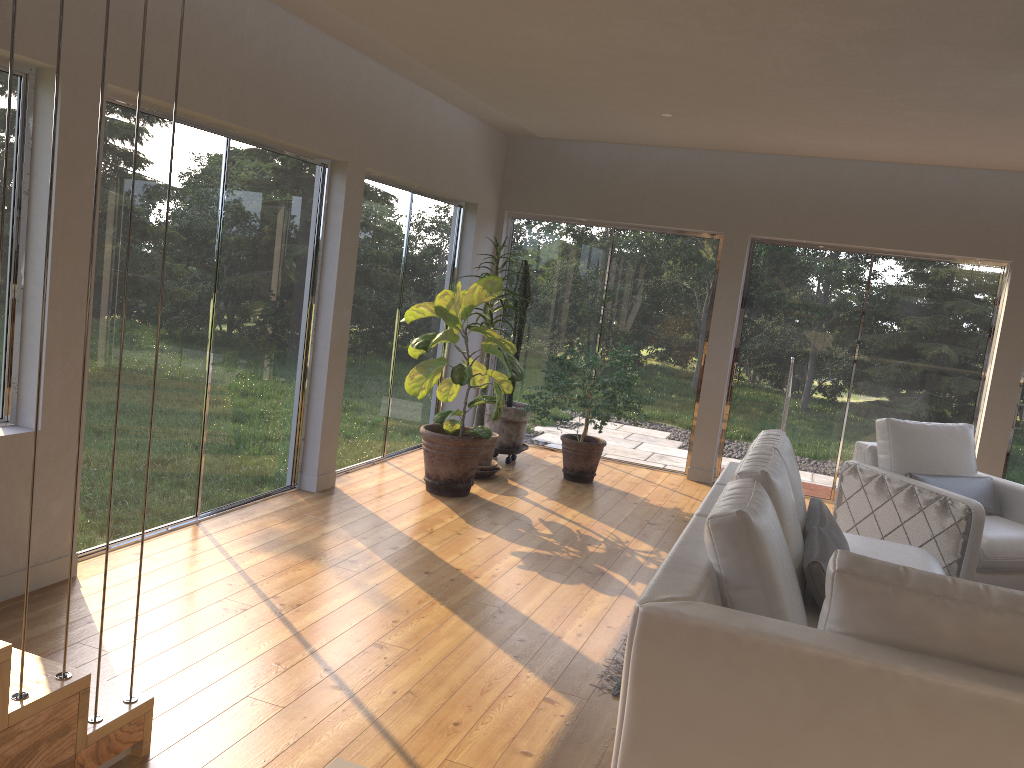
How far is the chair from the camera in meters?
4.9

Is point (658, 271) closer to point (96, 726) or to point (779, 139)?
point (779, 139)

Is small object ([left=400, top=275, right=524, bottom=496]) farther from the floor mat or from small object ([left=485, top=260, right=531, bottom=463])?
the floor mat

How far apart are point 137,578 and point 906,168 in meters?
A: 6.2

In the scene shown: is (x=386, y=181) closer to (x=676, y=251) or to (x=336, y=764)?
(x=676, y=251)

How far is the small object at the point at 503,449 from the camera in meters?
7.3

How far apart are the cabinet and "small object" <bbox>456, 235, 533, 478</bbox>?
5.54m

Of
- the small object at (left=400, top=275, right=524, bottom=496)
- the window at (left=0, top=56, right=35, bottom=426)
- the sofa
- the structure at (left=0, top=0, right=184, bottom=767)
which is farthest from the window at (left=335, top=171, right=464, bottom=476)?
the structure at (left=0, top=0, right=184, bottom=767)

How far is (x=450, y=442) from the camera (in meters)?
5.98

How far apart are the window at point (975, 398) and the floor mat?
4.5 meters
